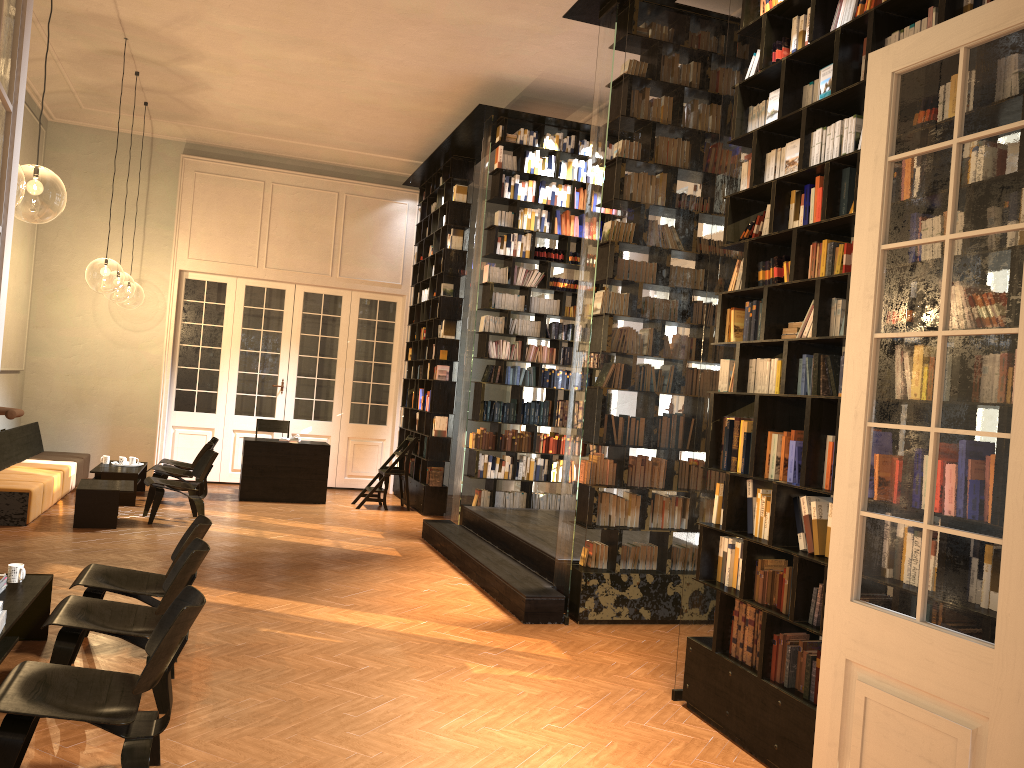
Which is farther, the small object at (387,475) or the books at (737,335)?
the small object at (387,475)

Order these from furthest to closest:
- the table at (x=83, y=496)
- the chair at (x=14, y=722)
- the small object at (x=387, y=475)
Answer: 1. the small object at (x=387, y=475)
2. the table at (x=83, y=496)
3. the chair at (x=14, y=722)

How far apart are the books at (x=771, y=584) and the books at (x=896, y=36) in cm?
266

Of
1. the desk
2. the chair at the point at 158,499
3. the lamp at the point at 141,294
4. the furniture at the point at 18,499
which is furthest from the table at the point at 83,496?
the lamp at the point at 141,294

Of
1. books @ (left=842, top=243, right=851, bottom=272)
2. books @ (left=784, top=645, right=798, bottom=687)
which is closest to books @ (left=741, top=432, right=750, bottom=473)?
books @ (left=784, top=645, right=798, bottom=687)

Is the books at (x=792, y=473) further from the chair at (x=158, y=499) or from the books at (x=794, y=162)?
the chair at (x=158, y=499)

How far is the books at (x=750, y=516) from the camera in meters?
4.9 m

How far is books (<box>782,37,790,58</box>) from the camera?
4.9 meters

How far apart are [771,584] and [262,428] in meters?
10.1 m

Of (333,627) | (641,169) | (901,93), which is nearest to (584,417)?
(641,169)
